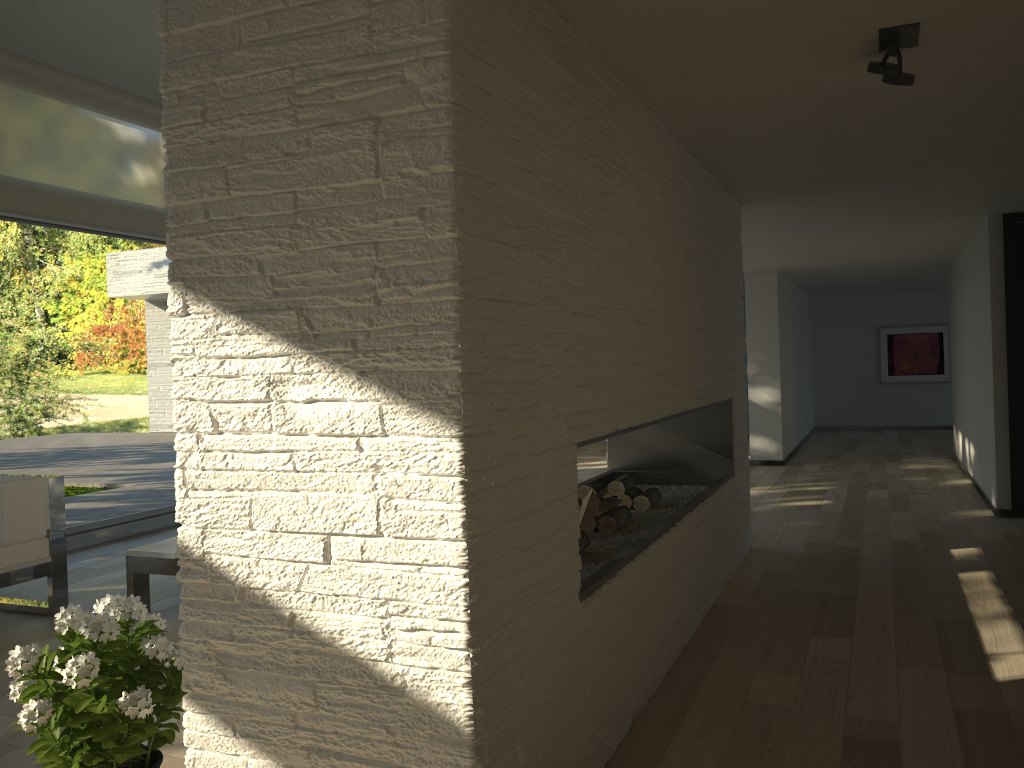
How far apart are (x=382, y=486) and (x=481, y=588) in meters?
0.3 m

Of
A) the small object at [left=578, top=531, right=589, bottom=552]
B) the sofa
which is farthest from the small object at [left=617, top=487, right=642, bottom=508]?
the sofa

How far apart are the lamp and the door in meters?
4.9

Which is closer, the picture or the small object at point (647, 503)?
the small object at point (647, 503)

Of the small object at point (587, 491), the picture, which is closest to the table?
the small object at point (587, 491)

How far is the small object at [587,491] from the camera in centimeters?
359cm

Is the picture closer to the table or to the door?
the door

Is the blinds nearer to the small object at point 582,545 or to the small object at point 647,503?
the small object at point 647,503

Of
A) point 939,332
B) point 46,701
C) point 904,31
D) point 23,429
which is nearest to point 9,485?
point 23,429

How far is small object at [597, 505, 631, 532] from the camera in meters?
3.4 m
